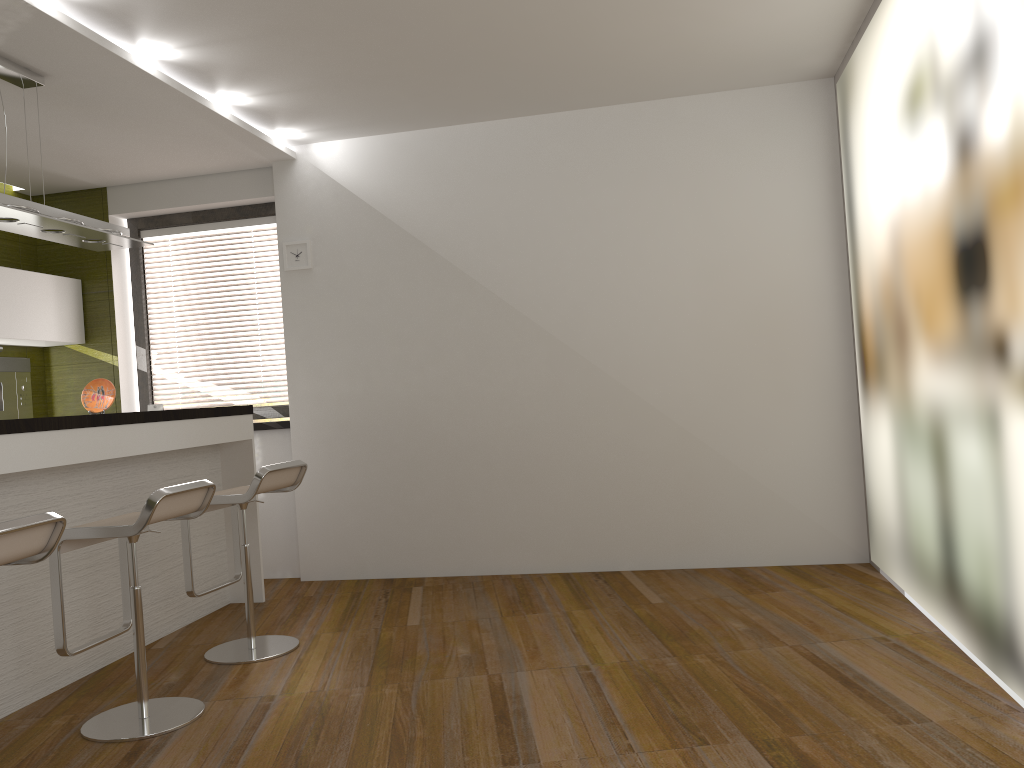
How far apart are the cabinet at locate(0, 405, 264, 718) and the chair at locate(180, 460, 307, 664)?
0.4 meters

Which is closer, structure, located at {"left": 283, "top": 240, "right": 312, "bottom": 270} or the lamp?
the lamp

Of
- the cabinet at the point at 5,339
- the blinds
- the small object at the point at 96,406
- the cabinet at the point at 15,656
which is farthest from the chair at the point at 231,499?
the cabinet at the point at 5,339

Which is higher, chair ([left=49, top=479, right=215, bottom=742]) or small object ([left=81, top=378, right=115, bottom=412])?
small object ([left=81, top=378, right=115, bottom=412])

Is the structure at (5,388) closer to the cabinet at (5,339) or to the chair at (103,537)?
the cabinet at (5,339)

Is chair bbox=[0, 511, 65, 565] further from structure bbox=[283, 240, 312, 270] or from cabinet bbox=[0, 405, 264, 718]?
structure bbox=[283, 240, 312, 270]

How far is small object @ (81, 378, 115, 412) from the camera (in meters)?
4.53

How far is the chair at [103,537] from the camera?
3.1m

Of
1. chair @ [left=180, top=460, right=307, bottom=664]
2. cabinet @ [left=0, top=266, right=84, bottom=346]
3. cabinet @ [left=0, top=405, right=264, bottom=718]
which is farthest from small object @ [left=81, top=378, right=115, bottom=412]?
cabinet @ [left=0, top=266, right=84, bottom=346]

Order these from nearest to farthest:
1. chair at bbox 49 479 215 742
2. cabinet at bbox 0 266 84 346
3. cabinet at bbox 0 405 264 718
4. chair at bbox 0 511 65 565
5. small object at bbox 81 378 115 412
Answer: chair at bbox 0 511 65 565 → chair at bbox 49 479 215 742 → cabinet at bbox 0 405 264 718 → small object at bbox 81 378 115 412 → cabinet at bbox 0 266 84 346
